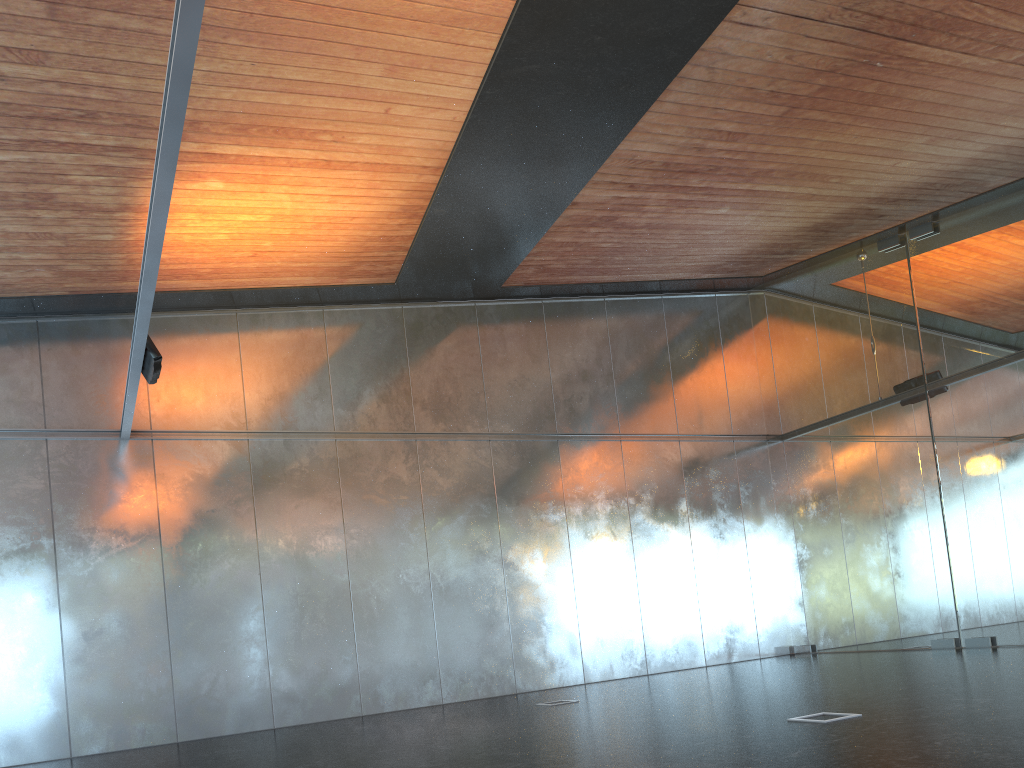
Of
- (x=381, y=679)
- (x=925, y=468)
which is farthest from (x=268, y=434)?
(x=925, y=468)
